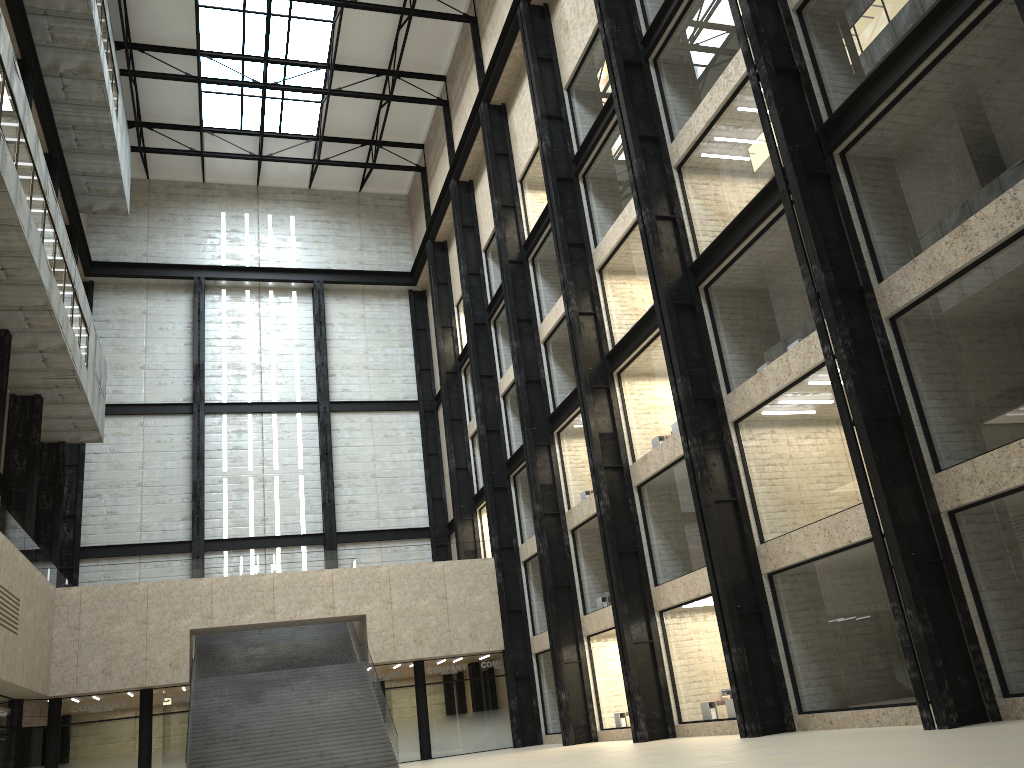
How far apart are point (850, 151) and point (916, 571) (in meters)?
12.87
